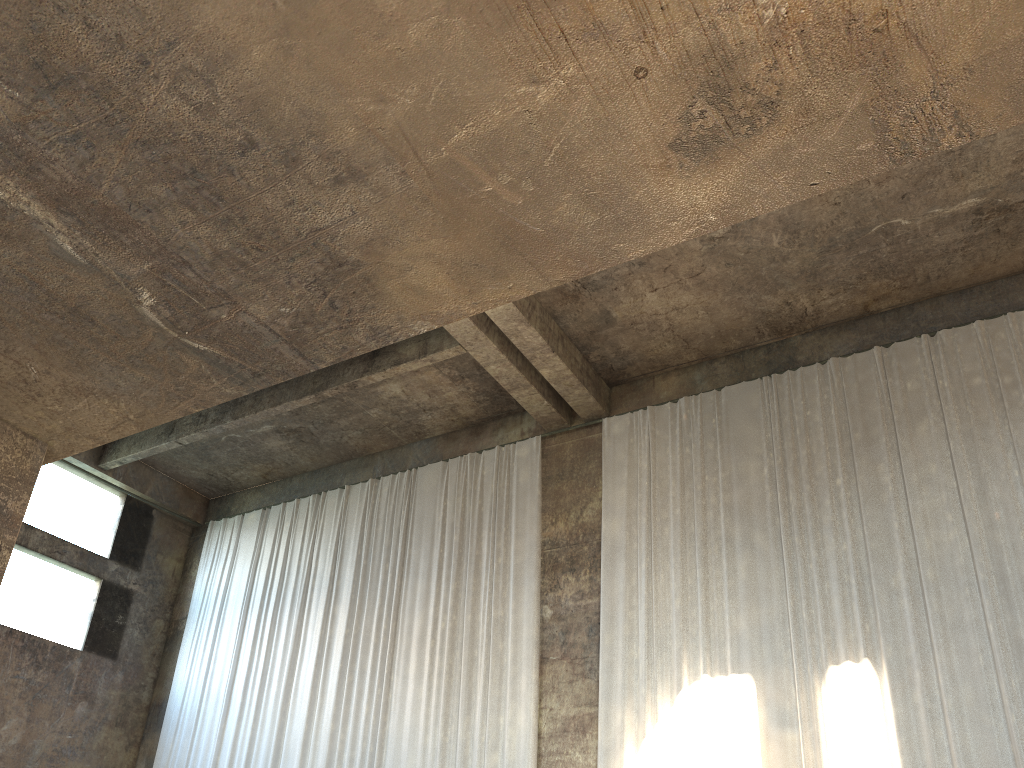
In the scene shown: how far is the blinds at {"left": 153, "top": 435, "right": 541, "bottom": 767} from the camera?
12.4m

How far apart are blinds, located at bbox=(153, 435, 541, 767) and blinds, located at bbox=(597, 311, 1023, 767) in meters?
1.0 m

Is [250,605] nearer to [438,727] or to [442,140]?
[438,727]

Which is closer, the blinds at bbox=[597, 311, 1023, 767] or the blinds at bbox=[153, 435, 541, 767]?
the blinds at bbox=[597, 311, 1023, 767]

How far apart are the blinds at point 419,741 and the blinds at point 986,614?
1.0m

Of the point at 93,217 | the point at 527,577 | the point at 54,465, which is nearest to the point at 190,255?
the point at 93,217

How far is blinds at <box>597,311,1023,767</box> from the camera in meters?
9.5

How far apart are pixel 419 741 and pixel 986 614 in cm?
747
